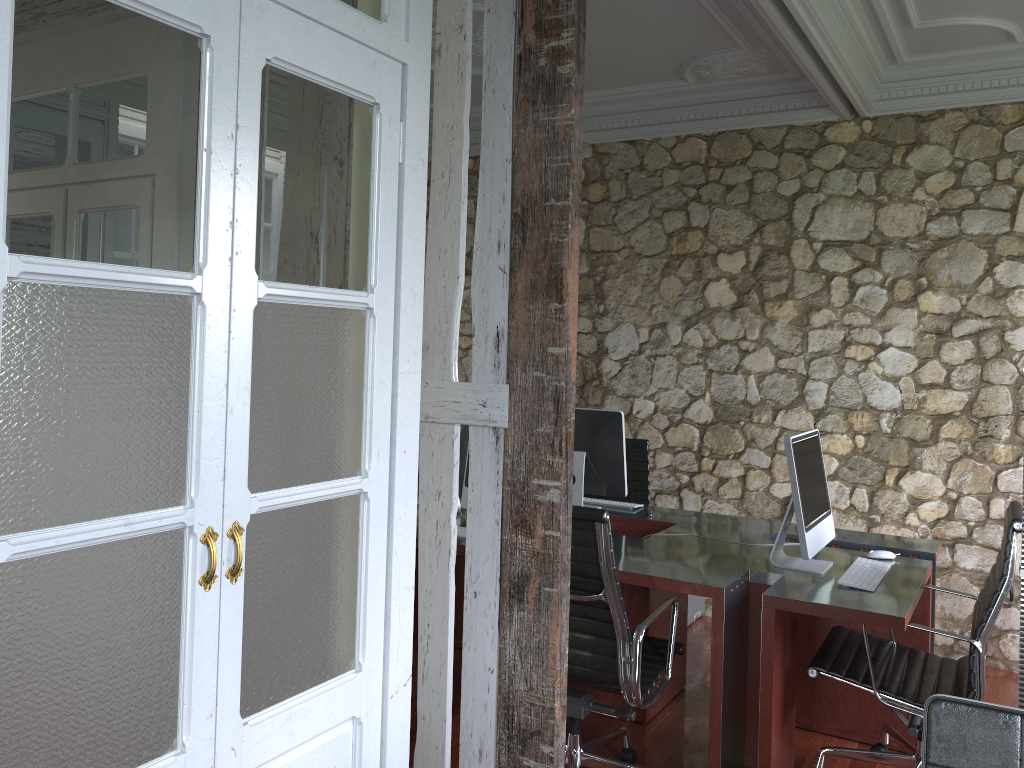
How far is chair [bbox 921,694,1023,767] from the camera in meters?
1.5 m

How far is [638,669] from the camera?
2.7 meters

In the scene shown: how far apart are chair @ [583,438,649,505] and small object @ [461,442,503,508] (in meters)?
1.28

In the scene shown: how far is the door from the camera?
1.4m

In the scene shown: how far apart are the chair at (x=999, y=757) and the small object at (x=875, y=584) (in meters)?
1.47

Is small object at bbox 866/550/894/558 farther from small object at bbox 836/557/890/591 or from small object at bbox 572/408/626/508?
small object at bbox 572/408/626/508

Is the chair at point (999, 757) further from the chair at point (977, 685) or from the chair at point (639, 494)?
the chair at point (639, 494)

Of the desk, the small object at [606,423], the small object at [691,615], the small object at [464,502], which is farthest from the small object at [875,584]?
the small object at [691,615]

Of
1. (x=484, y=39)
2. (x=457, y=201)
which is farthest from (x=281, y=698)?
(x=484, y=39)

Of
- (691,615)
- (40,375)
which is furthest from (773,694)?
(40,375)
